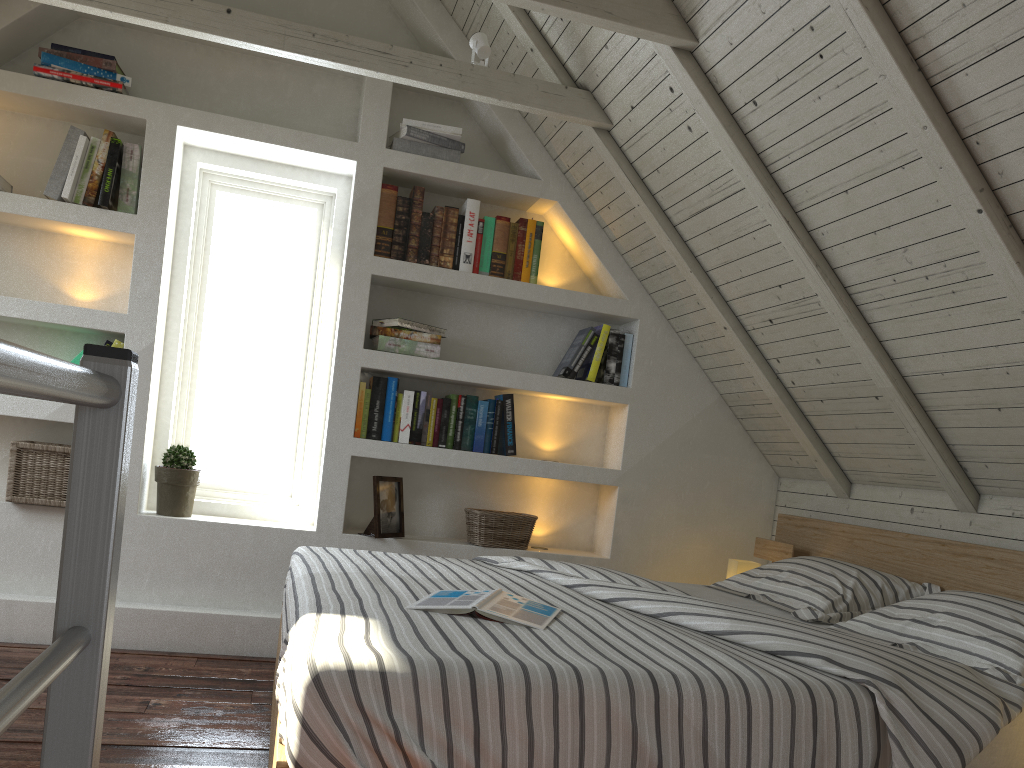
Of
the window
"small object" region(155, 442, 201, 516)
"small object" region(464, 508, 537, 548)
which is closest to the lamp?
"small object" region(464, 508, 537, 548)

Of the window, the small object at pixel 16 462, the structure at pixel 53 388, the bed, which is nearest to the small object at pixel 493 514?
the bed

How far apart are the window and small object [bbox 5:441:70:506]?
0.4m

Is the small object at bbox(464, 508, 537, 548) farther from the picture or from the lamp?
the lamp

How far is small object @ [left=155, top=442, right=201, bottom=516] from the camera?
3.0m

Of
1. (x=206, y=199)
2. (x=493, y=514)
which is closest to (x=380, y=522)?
(x=493, y=514)

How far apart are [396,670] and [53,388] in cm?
100

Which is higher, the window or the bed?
the window

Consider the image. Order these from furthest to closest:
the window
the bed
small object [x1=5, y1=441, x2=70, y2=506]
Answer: the window
small object [x1=5, y1=441, x2=70, y2=506]
the bed

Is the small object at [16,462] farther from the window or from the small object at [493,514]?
the small object at [493,514]
